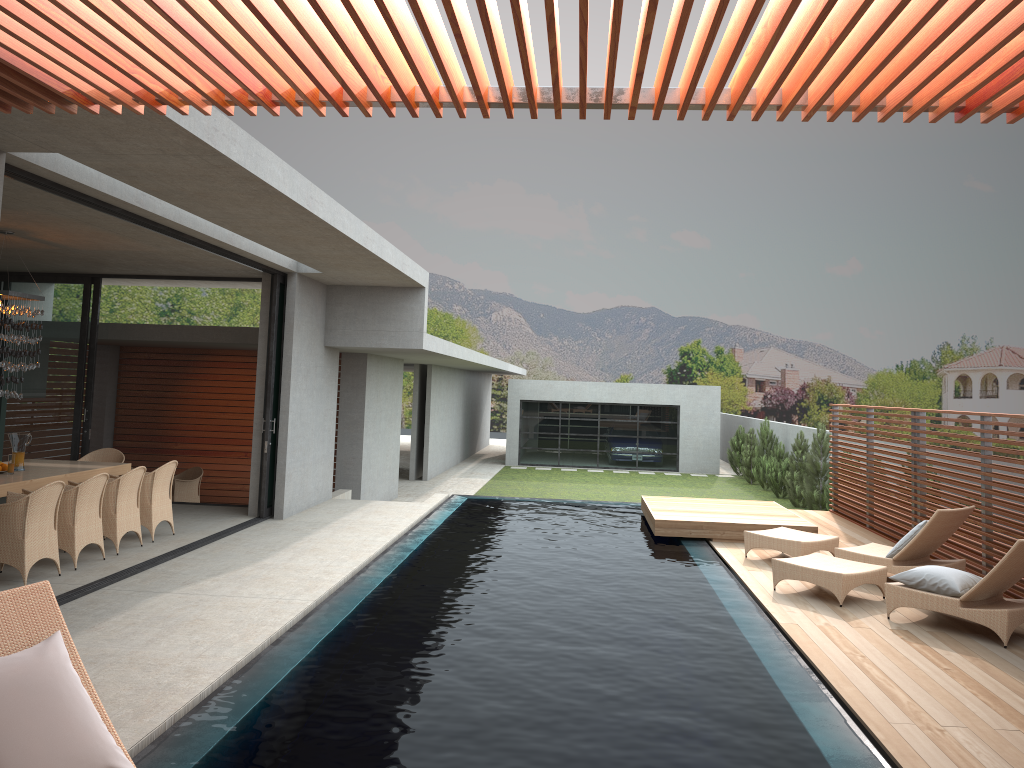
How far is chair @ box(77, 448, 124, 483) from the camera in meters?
11.2

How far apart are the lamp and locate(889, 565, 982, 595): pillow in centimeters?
864cm

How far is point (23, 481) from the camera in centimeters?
849cm

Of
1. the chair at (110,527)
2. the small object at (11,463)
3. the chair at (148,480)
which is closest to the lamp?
the chair at (110,527)

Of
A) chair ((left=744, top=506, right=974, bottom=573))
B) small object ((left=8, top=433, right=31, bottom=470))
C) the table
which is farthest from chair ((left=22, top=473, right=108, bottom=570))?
chair ((left=744, top=506, right=974, bottom=573))

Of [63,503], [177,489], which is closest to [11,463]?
[177,489]

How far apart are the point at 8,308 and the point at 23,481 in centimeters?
174cm

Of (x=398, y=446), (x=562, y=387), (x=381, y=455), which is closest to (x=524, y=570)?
(x=381, y=455)

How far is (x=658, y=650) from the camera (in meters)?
6.49

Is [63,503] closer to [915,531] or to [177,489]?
[177,489]
